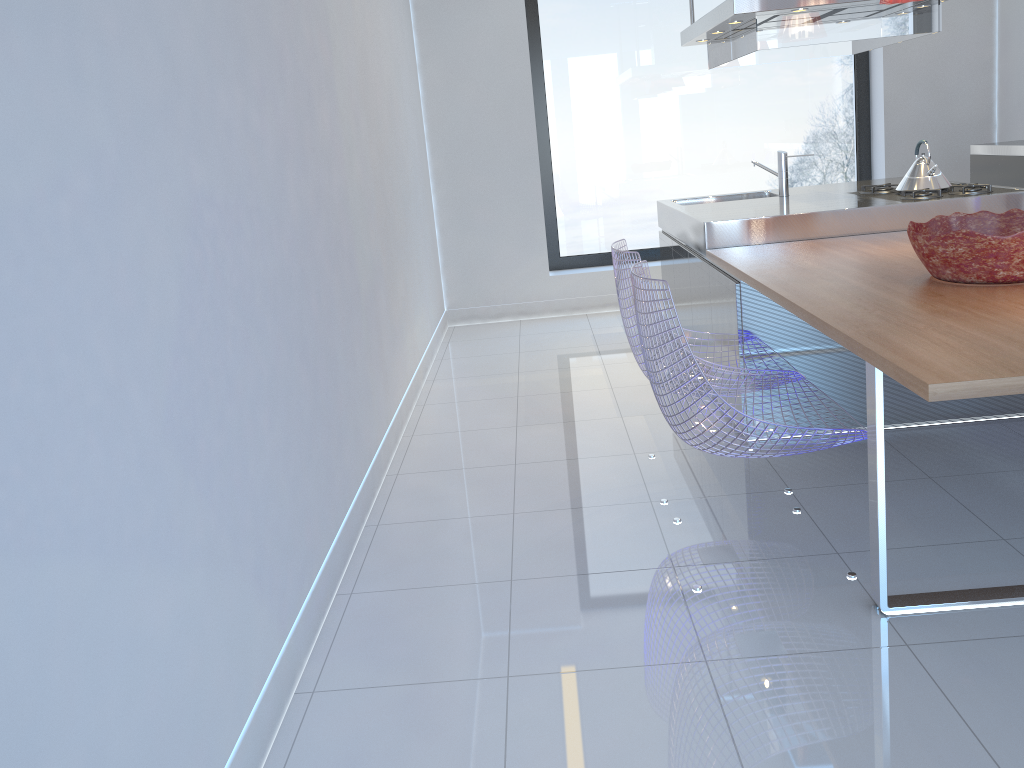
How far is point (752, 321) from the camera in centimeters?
346cm

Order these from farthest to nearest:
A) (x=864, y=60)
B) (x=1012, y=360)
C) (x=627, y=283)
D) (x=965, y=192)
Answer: (x=864, y=60) < (x=965, y=192) < (x=627, y=283) < (x=1012, y=360)

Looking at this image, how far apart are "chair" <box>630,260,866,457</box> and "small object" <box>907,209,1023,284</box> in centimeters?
50cm

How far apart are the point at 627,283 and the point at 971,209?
1.9 meters

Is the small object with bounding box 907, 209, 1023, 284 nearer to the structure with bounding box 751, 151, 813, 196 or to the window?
the structure with bounding box 751, 151, 813, 196

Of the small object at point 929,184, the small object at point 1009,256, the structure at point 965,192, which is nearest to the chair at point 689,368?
the small object at point 1009,256

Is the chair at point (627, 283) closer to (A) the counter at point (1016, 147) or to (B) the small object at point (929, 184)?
(B) the small object at point (929, 184)

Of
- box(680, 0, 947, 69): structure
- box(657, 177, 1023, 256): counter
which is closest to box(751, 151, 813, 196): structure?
box(657, 177, 1023, 256): counter

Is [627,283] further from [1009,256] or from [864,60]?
[864,60]

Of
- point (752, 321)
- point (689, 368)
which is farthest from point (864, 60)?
point (689, 368)
